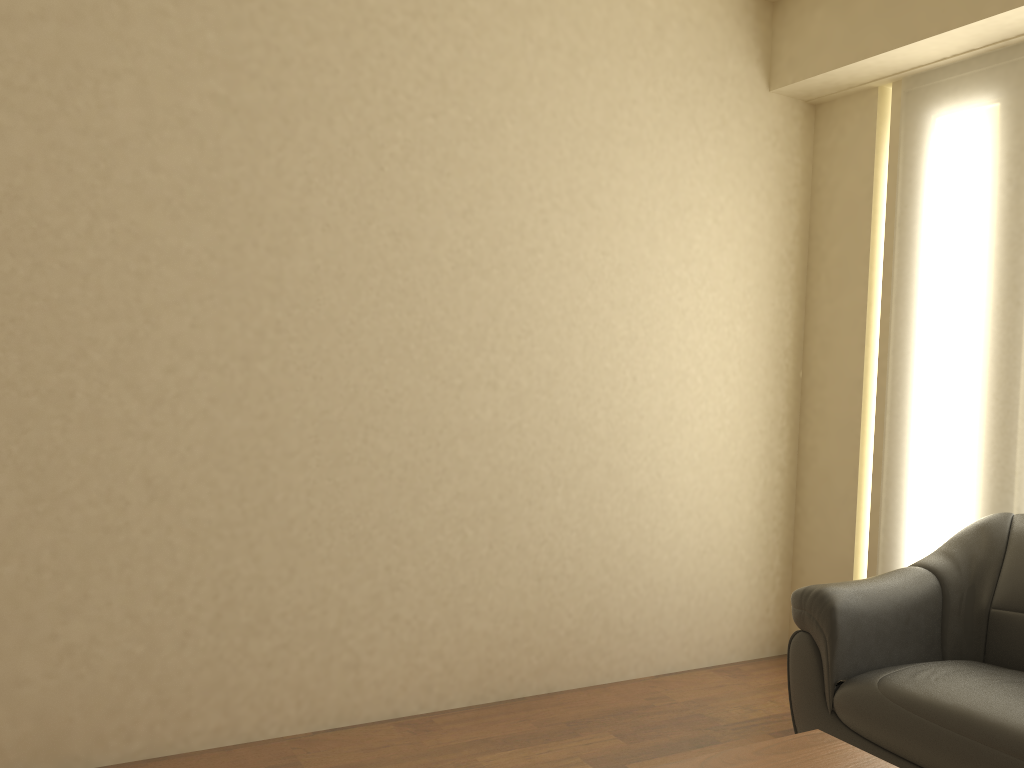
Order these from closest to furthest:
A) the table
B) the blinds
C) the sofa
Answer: the table, the sofa, the blinds

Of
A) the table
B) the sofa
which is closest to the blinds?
the sofa

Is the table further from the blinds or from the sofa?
the blinds

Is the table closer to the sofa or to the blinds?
the sofa

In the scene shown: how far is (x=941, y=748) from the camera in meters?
2.4

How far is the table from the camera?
1.9m

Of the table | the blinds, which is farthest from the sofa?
the table

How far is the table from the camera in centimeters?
187cm

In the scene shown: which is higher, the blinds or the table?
the blinds

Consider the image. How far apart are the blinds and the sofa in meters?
0.2
